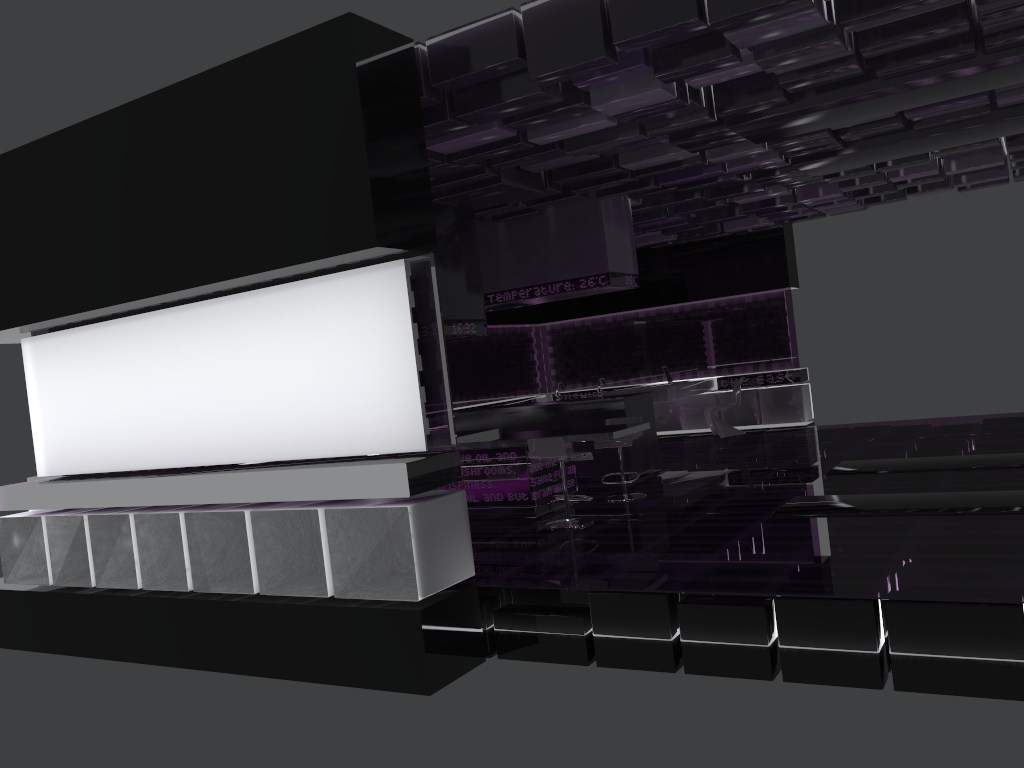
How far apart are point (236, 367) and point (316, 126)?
1.9m

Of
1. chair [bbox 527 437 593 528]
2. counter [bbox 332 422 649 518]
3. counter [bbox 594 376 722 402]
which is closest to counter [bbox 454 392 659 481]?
counter [bbox 332 422 649 518]

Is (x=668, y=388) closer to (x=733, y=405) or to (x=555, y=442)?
(x=733, y=405)

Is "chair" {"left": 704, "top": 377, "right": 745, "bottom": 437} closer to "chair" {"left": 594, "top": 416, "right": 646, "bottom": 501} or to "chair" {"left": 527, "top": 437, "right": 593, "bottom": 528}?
"chair" {"left": 594, "top": 416, "right": 646, "bottom": 501}

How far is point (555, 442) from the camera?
7.2 meters

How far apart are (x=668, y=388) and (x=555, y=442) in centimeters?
558cm

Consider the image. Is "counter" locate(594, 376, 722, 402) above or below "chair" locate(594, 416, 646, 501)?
above

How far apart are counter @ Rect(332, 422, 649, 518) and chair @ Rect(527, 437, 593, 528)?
0.15m

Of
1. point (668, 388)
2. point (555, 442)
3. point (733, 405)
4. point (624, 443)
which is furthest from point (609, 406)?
point (733, 405)

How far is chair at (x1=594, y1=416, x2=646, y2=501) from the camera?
8.3 meters
